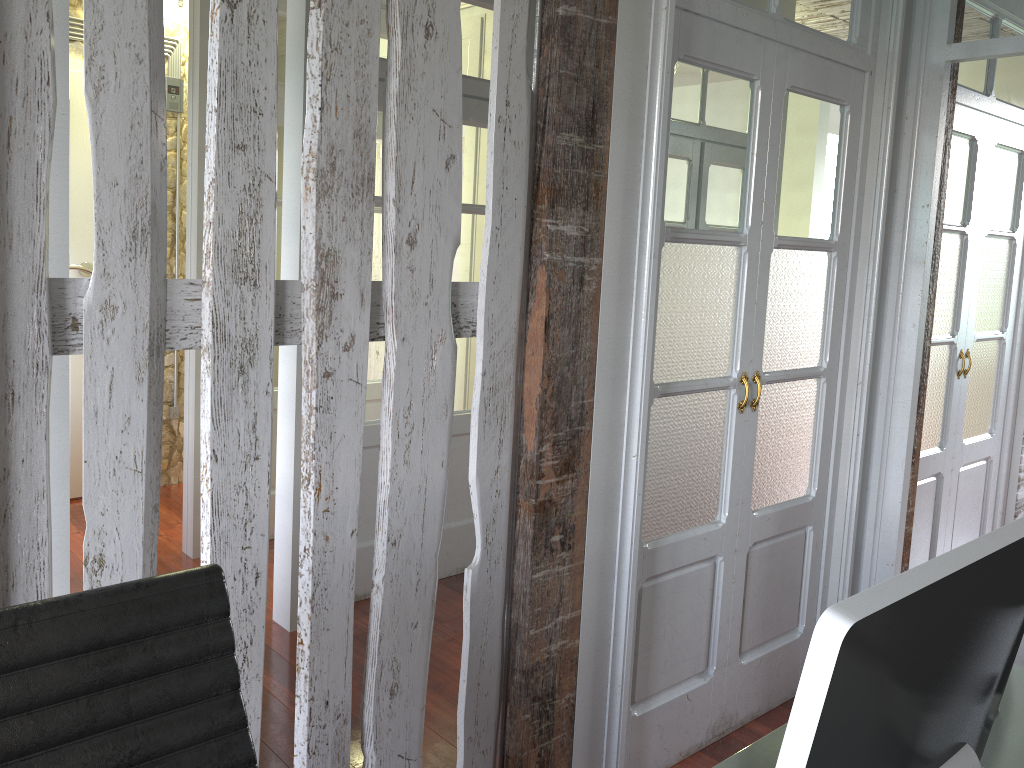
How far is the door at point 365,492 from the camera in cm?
362

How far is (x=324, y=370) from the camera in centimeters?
165cm

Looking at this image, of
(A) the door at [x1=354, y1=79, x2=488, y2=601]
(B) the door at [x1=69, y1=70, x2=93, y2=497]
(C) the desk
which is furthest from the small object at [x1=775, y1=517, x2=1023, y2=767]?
(B) the door at [x1=69, y1=70, x2=93, y2=497]

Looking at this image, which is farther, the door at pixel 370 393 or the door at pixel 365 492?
the door at pixel 370 393

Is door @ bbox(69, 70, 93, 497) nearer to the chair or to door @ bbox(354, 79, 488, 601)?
door @ bbox(354, 79, 488, 601)

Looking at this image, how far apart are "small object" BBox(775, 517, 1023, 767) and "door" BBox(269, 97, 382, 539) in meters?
3.7

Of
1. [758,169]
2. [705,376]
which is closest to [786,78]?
[758,169]

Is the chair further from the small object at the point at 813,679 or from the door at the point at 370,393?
the door at the point at 370,393

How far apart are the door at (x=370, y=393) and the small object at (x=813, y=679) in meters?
3.7 m

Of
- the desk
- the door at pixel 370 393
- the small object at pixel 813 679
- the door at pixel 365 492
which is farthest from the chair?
the door at pixel 370 393
